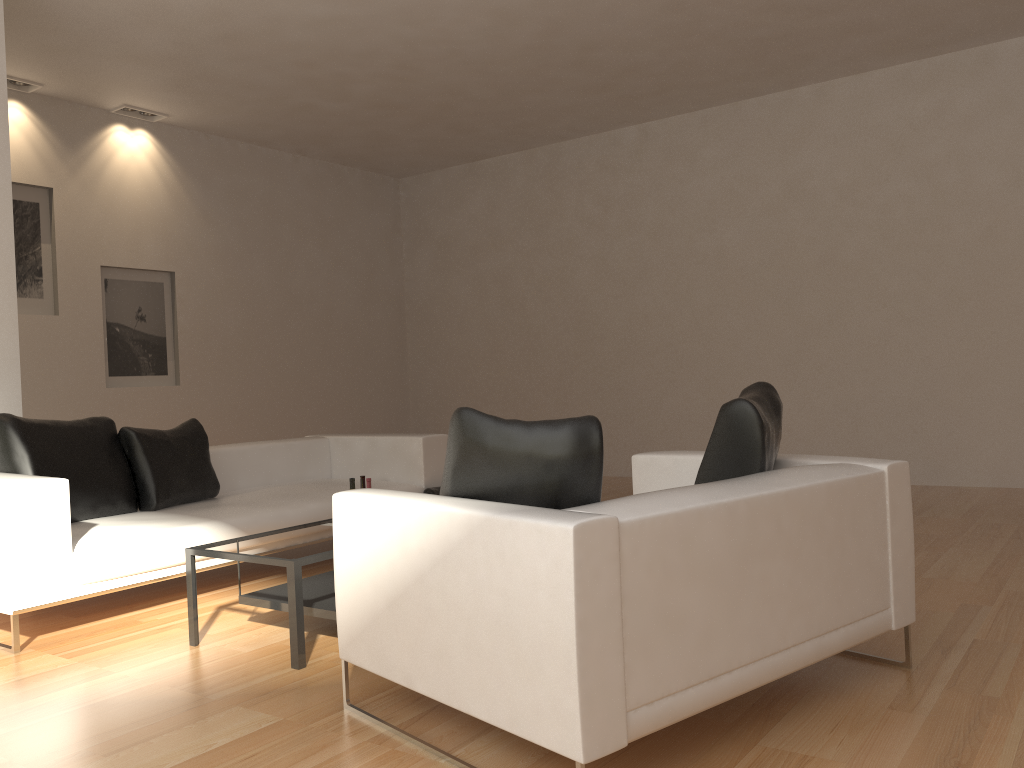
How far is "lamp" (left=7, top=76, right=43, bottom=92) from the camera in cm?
744

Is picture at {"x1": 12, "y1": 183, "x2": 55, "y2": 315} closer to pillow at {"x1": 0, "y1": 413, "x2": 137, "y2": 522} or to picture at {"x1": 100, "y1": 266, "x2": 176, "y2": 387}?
picture at {"x1": 100, "y1": 266, "x2": 176, "y2": 387}

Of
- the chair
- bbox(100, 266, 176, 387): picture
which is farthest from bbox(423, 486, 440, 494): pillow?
bbox(100, 266, 176, 387): picture

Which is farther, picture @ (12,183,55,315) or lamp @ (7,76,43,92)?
picture @ (12,183,55,315)

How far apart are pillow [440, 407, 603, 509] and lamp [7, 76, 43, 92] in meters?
6.5 m

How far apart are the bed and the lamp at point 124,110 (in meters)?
3.87

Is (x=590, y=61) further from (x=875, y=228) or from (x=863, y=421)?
(x=863, y=421)

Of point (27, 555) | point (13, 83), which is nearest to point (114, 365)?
point (13, 83)

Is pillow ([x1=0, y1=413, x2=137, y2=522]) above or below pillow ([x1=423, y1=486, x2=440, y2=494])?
above

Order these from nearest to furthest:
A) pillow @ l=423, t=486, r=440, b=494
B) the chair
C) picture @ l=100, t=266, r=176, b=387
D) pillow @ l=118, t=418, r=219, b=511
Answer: the chair
pillow @ l=118, t=418, r=219, b=511
pillow @ l=423, t=486, r=440, b=494
picture @ l=100, t=266, r=176, b=387
